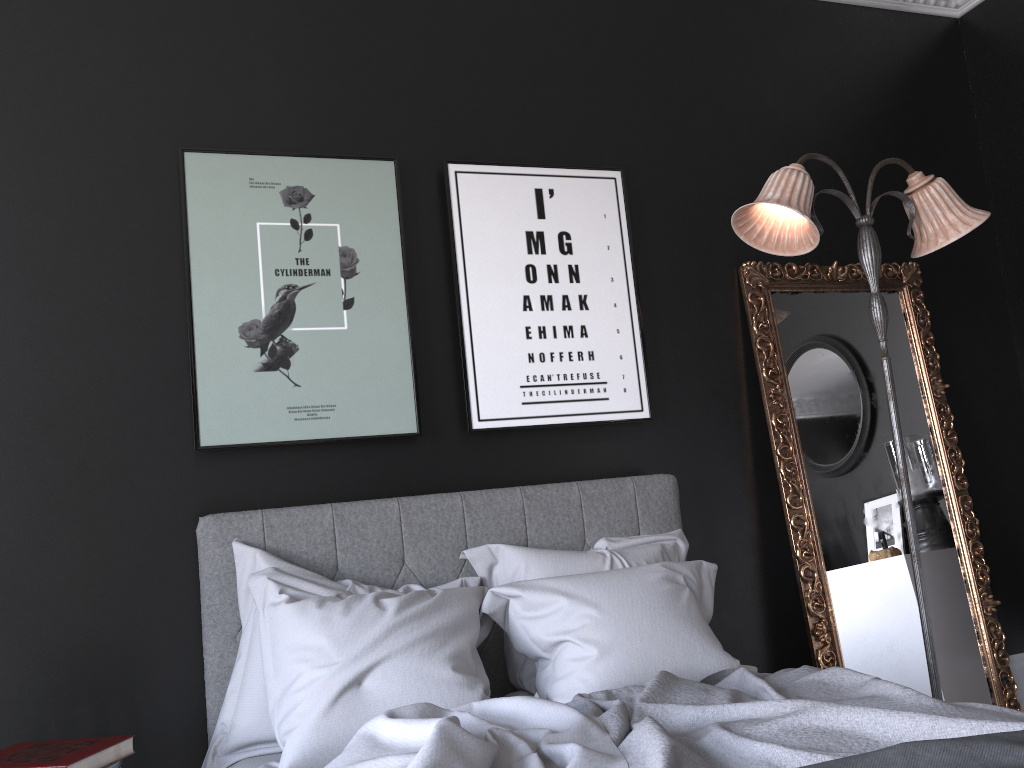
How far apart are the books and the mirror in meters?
2.5

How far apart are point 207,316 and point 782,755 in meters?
2.3 m

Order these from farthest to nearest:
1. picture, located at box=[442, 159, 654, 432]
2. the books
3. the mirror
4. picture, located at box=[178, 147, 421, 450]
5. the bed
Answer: the mirror
picture, located at box=[442, 159, 654, 432]
picture, located at box=[178, 147, 421, 450]
the books
the bed

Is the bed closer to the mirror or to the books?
the books

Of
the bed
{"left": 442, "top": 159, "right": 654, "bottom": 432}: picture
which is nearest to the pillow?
the bed

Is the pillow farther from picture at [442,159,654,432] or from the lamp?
the lamp

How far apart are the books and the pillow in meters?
0.3 m

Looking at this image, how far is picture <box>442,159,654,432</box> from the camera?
3.4m

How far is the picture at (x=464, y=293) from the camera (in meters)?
3.42

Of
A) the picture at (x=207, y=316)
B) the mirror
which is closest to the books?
the picture at (x=207, y=316)
